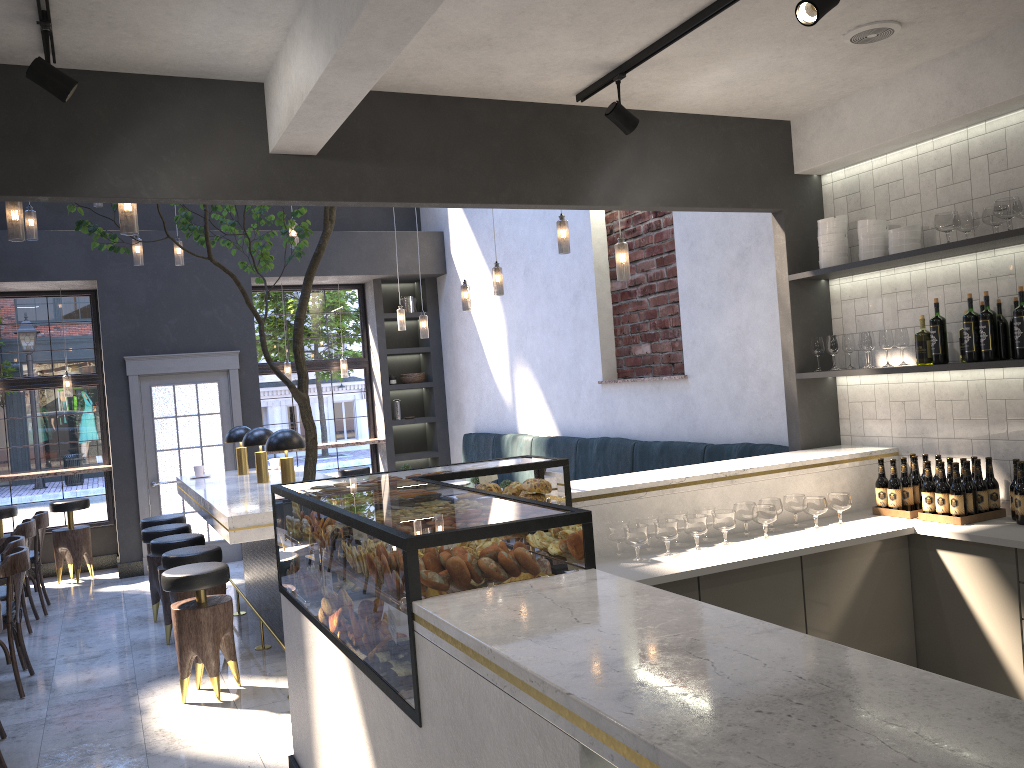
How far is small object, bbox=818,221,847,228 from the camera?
4.7m

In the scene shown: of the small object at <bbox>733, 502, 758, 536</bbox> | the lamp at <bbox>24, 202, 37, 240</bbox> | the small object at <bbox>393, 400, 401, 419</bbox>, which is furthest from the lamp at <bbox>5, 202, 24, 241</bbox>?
the small object at <bbox>393, 400, 401, 419</bbox>

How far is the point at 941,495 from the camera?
4.1 meters

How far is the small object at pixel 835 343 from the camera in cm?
477

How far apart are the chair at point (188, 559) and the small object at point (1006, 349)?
4.6 meters

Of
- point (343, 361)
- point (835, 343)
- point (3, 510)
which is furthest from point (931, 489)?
point (3, 510)

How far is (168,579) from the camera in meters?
4.9 m

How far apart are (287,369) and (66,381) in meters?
2.3 m

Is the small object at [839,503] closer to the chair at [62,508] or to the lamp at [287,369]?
the lamp at [287,369]

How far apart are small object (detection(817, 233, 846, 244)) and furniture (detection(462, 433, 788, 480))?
1.3 meters
